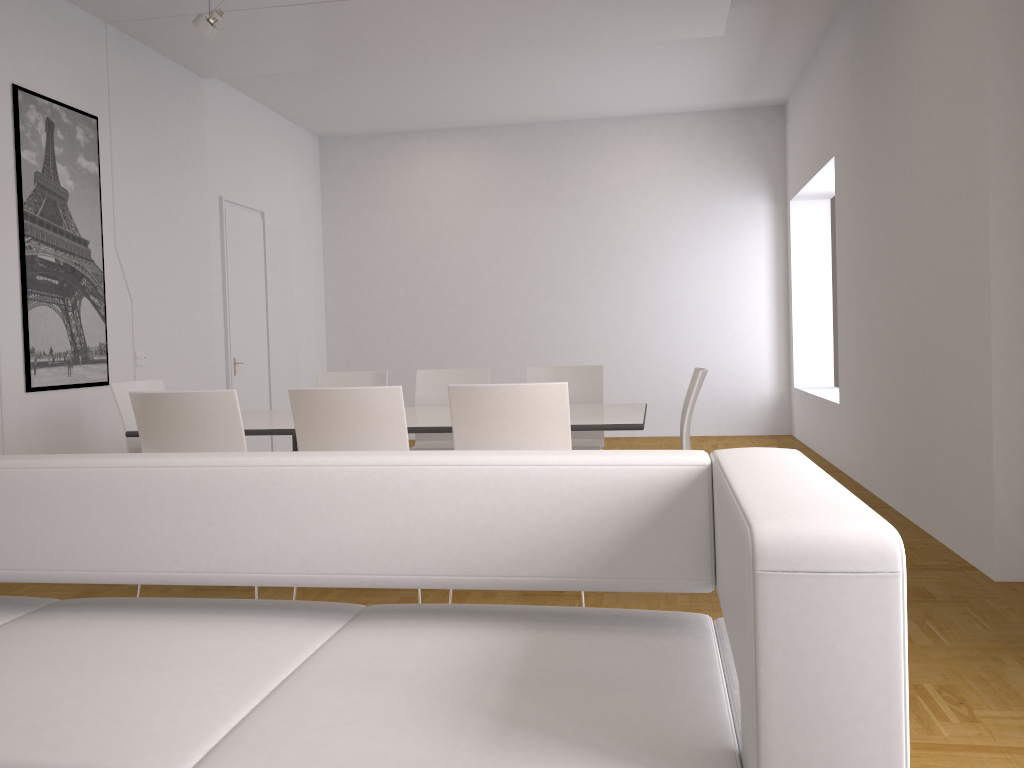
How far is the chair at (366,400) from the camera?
3.52m

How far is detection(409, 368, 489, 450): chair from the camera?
5.5 meters

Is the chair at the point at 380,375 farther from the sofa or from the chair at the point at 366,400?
the sofa

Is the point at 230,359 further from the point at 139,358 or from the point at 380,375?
the point at 380,375

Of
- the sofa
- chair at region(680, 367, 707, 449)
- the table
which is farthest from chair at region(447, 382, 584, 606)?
the sofa

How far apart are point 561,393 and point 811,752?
2.4m

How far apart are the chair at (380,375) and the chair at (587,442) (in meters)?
0.93

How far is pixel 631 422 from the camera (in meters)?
3.84

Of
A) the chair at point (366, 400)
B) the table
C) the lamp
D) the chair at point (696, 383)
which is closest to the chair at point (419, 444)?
the table

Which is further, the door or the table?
the door
